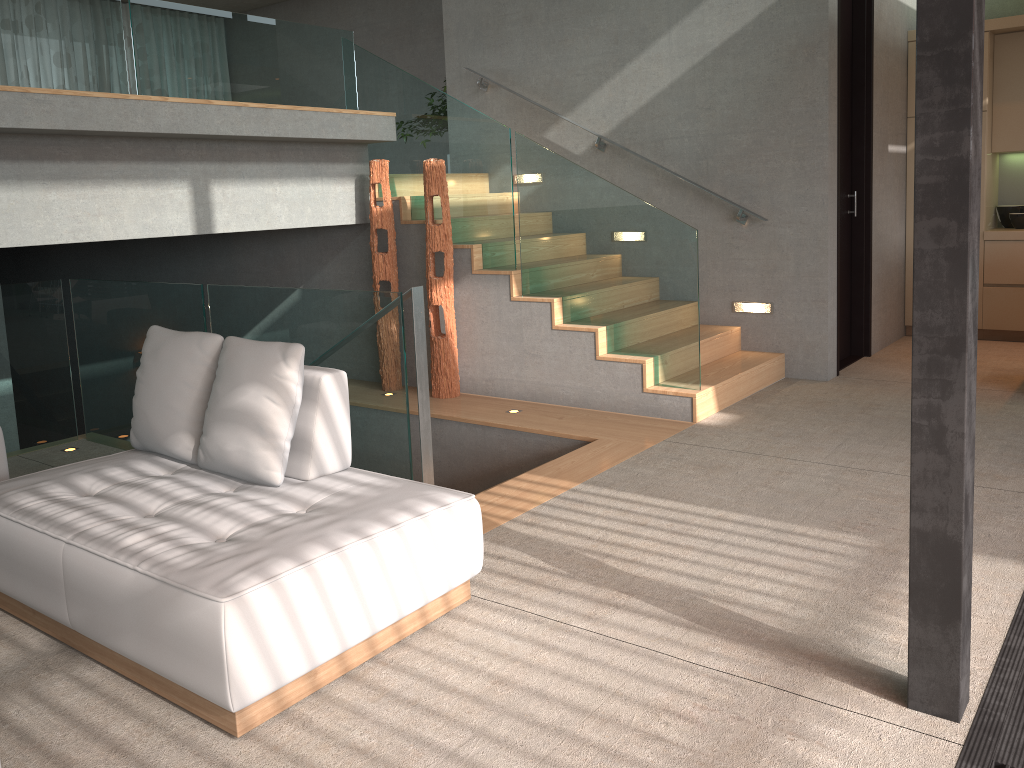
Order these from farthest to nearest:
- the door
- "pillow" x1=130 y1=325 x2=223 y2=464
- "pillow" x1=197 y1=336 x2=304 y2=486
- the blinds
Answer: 1. the blinds
2. the door
3. "pillow" x1=130 y1=325 x2=223 y2=464
4. "pillow" x1=197 y1=336 x2=304 y2=486

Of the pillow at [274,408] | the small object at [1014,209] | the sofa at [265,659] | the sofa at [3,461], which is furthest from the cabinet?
the sofa at [3,461]

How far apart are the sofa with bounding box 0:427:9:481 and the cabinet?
6.8 meters

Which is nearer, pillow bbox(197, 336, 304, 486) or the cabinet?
pillow bbox(197, 336, 304, 486)

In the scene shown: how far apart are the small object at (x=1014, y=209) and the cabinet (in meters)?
0.05

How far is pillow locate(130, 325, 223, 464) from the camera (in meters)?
3.35

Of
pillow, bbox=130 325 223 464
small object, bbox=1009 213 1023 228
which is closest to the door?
small object, bbox=1009 213 1023 228

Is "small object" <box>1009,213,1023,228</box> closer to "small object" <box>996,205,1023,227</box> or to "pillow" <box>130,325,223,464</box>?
"small object" <box>996,205,1023,227</box>

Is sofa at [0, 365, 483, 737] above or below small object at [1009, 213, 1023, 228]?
below

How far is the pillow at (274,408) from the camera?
3.1 meters
